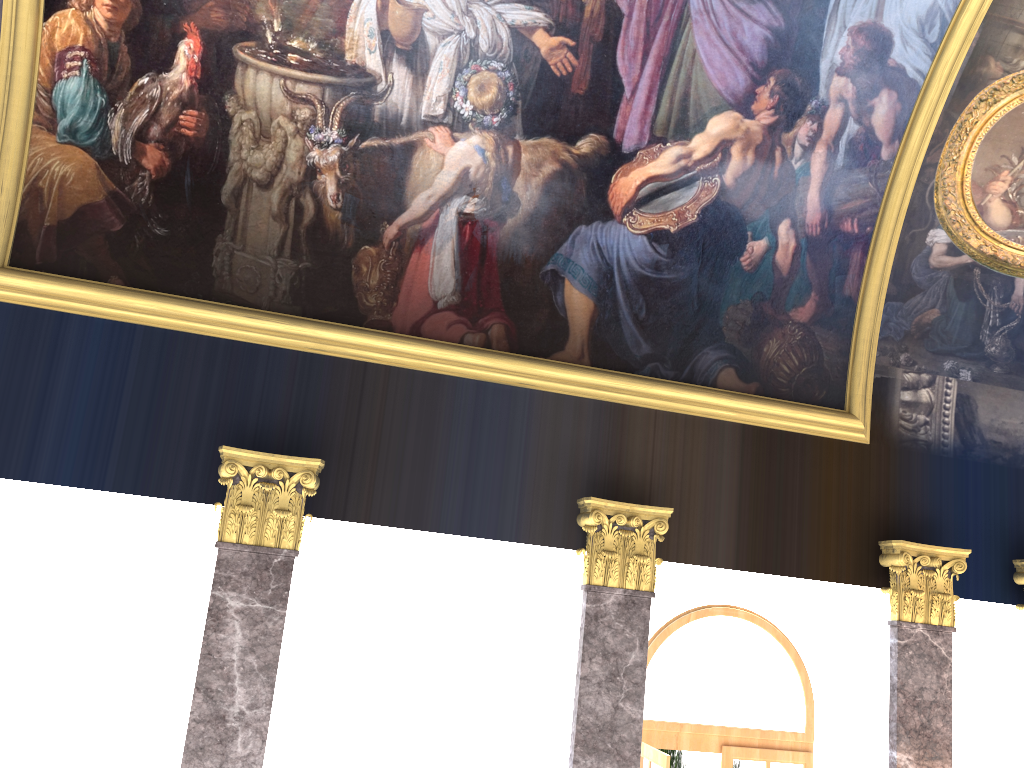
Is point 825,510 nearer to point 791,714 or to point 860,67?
point 791,714

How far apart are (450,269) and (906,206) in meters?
5.1 m
